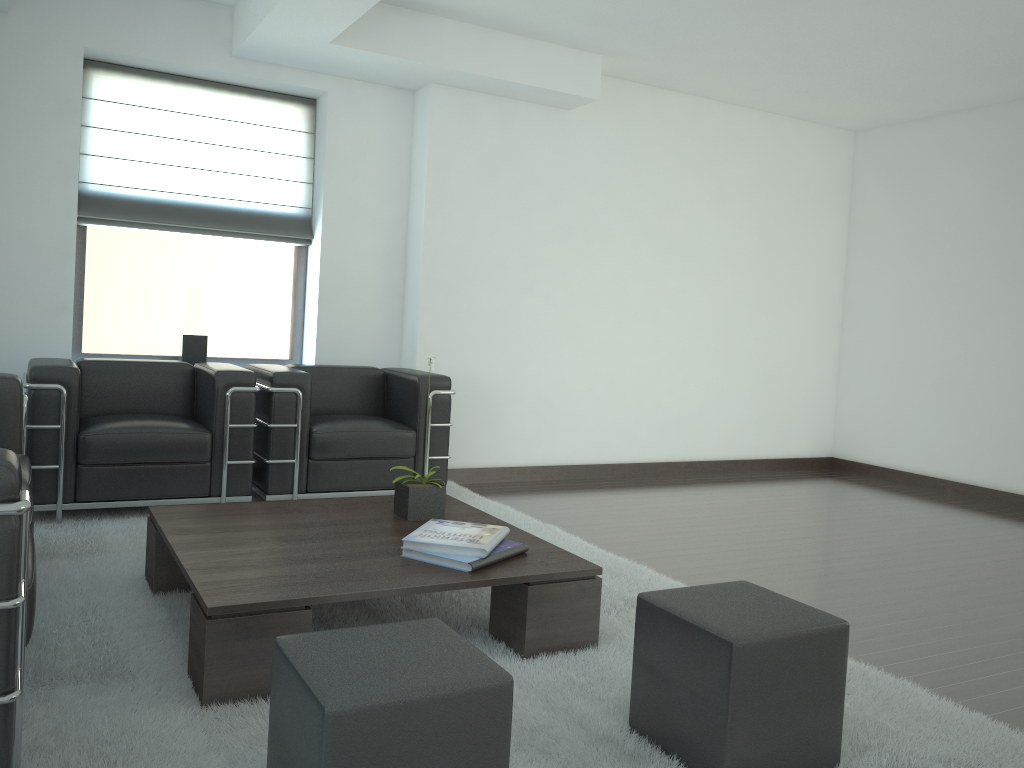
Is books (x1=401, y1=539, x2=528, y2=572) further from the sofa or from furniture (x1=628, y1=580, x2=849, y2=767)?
the sofa

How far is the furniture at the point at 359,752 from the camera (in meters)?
2.45

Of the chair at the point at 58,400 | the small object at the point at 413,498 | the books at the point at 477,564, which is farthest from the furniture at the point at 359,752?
the chair at the point at 58,400

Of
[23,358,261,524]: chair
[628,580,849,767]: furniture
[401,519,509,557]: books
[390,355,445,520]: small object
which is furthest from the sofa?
[628,580,849,767]: furniture

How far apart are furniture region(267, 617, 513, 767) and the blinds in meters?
6.2

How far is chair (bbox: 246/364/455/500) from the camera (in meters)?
7.06

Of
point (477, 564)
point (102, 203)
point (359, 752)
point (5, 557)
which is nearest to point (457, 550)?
point (477, 564)

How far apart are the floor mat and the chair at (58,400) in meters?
0.1 m

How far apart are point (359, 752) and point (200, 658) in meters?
1.5

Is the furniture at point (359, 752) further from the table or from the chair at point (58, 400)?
the chair at point (58, 400)
